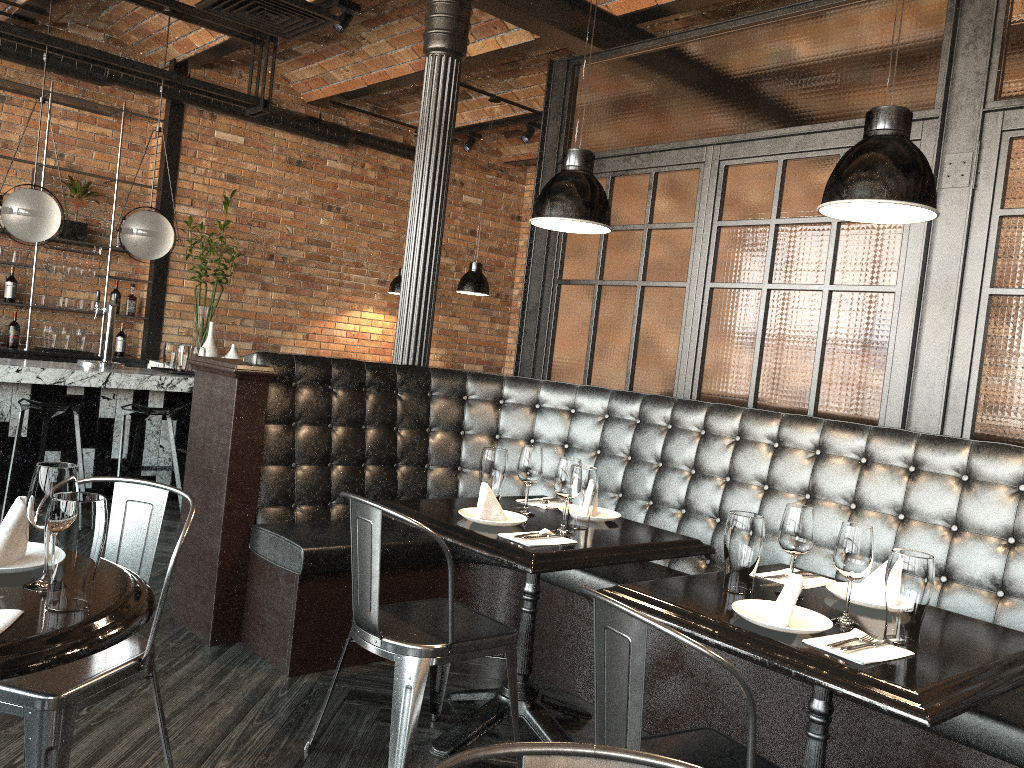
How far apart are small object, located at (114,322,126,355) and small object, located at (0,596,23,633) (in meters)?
6.77

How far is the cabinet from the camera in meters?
7.2 m

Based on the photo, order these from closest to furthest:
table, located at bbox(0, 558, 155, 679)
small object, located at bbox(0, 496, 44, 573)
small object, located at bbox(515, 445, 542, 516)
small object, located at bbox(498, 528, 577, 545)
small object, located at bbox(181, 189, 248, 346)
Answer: table, located at bbox(0, 558, 155, 679) → small object, located at bbox(0, 496, 44, 573) → small object, located at bbox(498, 528, 577, 545) → small object, located at bbox(515, 445, 542, 516) → small object, located at bbox(181, 189, 248, 346)

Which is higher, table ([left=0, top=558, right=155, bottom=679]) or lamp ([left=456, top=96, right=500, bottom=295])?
lamp ([left=456, top=96, right=500, bottom=295])

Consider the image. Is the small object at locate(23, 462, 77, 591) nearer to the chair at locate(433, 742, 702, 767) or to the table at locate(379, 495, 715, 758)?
the chair at locate(433, 742, 702, 767)

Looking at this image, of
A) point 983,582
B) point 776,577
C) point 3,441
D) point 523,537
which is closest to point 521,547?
point 523,537

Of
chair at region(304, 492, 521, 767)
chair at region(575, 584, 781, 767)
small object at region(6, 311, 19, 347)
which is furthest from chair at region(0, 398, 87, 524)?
chair at region(575, 584, 781, 767)

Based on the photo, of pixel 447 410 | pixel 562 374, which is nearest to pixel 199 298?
pixel 562 374

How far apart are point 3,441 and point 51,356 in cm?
183

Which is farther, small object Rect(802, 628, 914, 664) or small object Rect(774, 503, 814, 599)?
small object Rect(774, 503, 814, 599)
